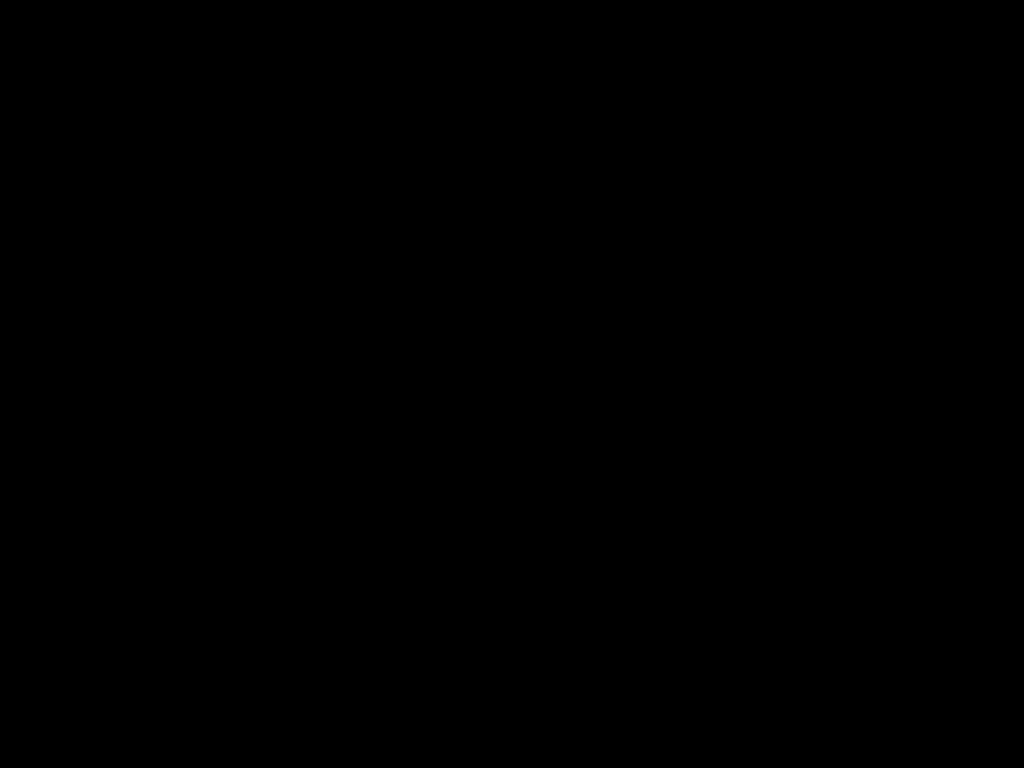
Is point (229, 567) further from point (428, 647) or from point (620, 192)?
point (620, 192)
